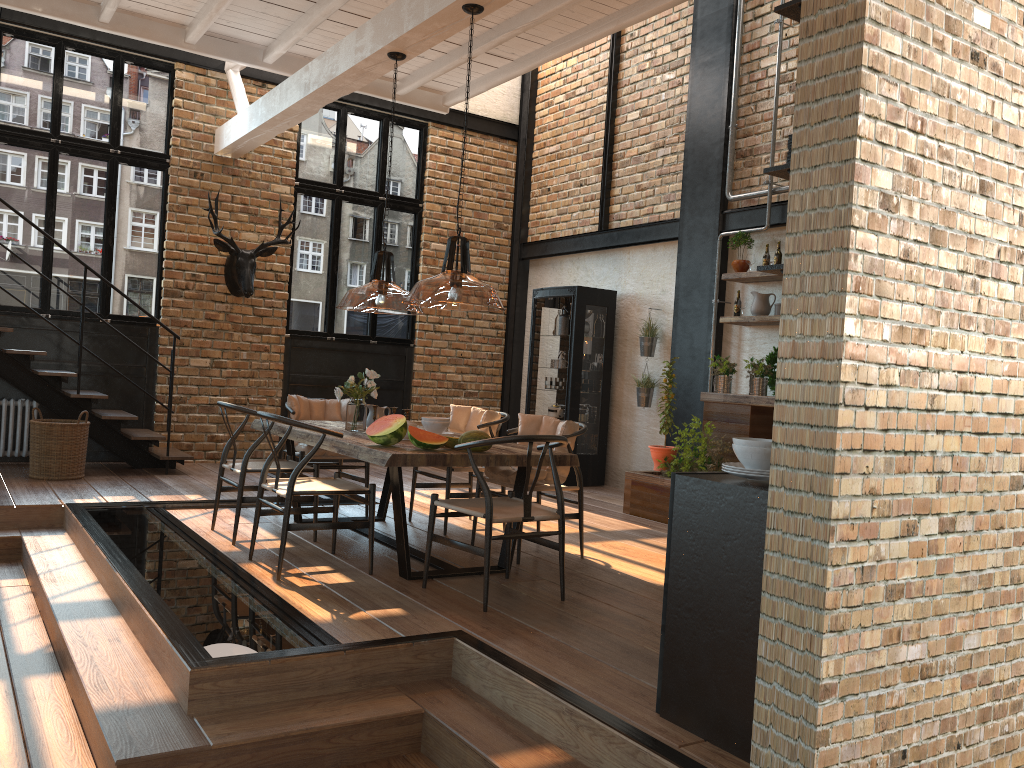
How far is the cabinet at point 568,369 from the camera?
9.3 meters

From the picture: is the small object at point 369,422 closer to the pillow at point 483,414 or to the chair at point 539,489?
the pillow at point 483,414

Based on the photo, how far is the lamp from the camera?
3.3 meters

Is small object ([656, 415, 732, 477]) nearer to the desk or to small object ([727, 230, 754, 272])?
the desk

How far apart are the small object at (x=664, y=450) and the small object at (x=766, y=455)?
A: 4.6 meters

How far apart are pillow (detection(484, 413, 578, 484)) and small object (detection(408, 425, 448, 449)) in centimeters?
81cm

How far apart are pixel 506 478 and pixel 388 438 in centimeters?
101cm

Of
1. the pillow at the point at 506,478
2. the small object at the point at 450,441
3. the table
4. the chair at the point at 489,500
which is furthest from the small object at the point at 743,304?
the small object at the point at 450,441

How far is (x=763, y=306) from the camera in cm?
770

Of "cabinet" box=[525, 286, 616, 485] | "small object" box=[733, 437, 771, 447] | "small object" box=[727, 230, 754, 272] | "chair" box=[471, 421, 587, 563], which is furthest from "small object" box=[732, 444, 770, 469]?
"cabinet" box=[525, 286, 616, 485]
